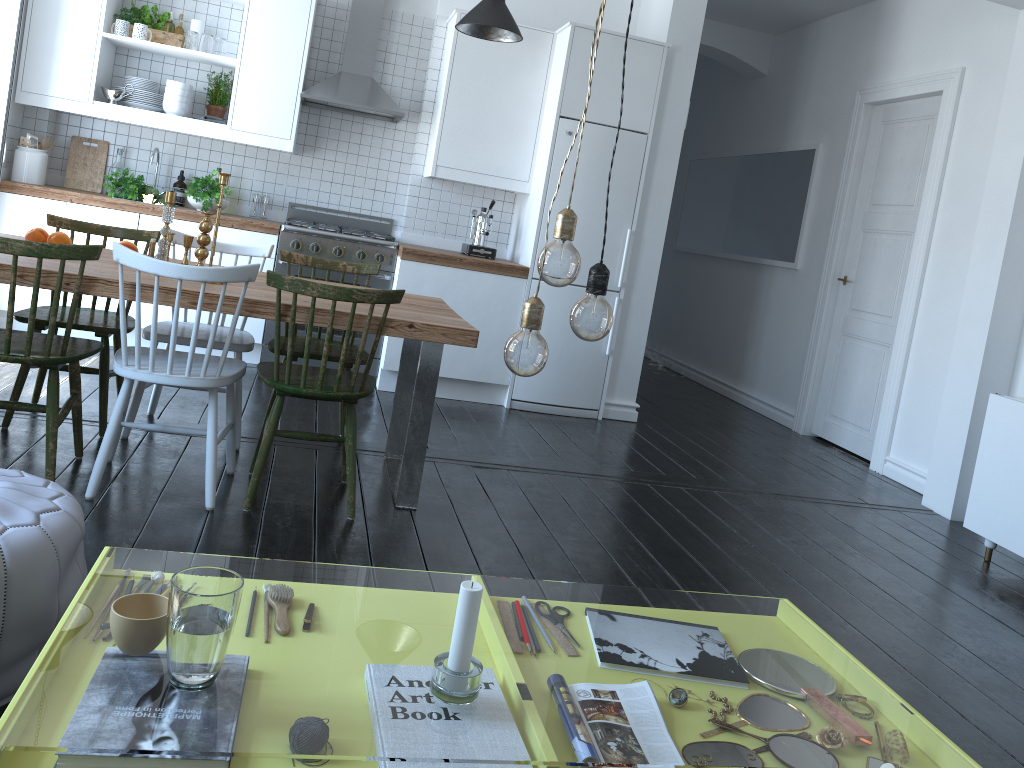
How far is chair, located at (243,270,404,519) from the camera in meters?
2.9

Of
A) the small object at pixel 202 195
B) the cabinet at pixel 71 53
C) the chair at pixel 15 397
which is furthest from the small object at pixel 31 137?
the chair at pixel 15 397

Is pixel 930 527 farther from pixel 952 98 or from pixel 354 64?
pixel 354 64

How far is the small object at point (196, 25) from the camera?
5.3 meters

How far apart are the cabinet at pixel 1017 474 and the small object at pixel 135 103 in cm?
478

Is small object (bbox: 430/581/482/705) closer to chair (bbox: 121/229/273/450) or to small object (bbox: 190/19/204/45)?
chair (bbox: 121/229/273/450)

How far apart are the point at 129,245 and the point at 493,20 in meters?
2.2

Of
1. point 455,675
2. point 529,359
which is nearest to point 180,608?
point 455,675

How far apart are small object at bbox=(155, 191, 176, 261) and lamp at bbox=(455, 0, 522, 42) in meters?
2.0 m

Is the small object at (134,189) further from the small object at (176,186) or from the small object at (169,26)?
the small object at (169,26)
